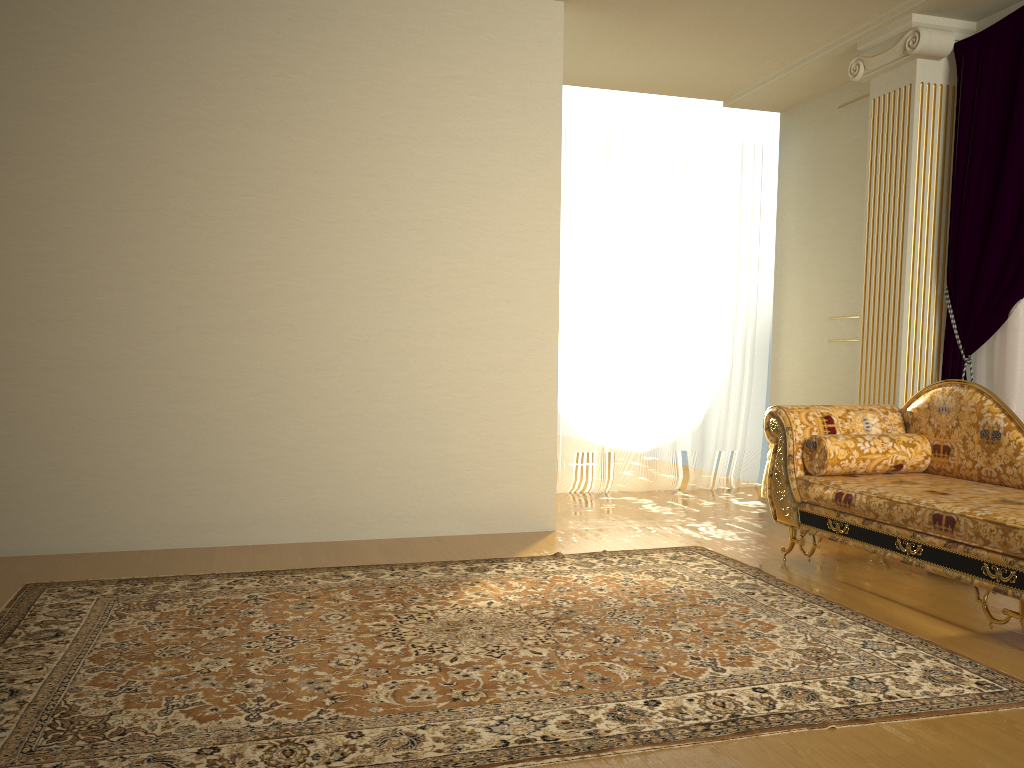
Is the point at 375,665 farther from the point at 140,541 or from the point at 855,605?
the point at 140,541

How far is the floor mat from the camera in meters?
2.1 m

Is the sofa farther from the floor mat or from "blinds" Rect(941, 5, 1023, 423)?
"blinds" Rect(941, 5, 1023, 423)

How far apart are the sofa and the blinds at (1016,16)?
0.6m

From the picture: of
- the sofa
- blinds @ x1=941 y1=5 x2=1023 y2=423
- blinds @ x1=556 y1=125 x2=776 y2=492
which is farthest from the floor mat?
blinds @ x1=556 y1=125 x2=776 y2=492

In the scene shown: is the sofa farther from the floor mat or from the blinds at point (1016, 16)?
the blinds at point (1016, 16)

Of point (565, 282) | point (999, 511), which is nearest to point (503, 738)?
point (999, 511)

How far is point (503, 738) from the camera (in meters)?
2.12

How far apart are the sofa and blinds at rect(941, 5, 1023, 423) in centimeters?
59cm

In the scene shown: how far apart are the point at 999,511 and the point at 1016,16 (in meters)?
2.71
